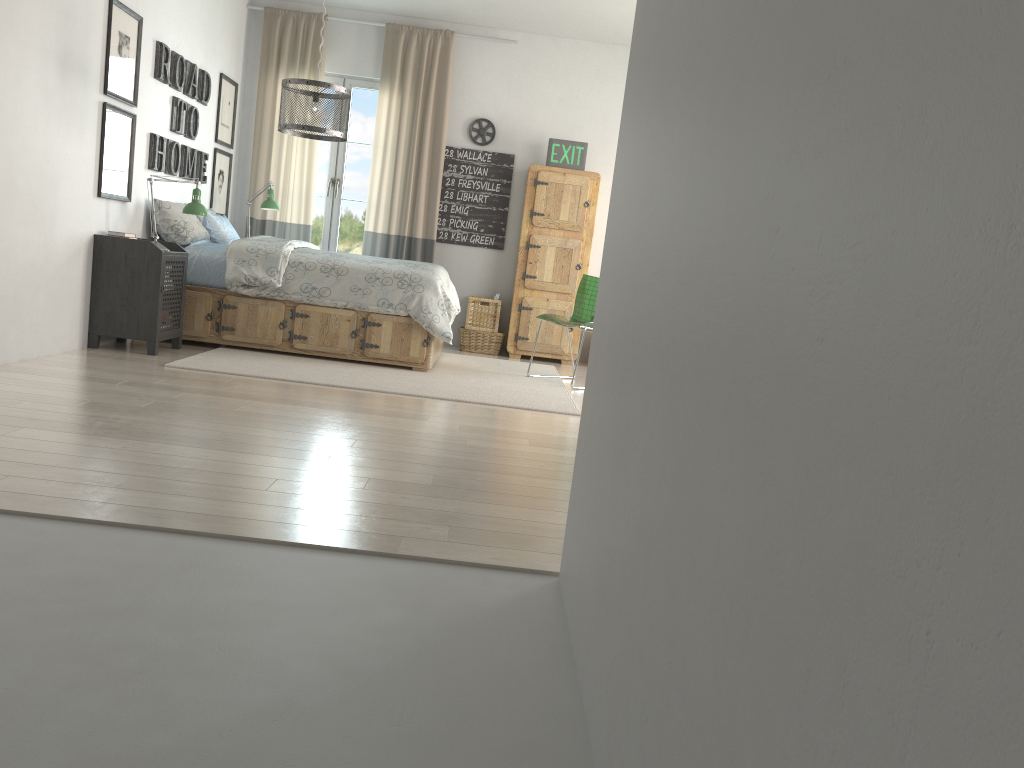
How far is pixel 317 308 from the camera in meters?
5.6 m

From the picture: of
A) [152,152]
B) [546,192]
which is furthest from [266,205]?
[546,192]

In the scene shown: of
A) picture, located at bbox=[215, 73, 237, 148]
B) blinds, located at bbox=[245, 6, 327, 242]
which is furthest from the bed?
picture, located at bbox=[215, 73, 237, 148]

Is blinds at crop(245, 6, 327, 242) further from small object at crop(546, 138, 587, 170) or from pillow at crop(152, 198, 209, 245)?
small object at crop(546, 138, 587, 170)

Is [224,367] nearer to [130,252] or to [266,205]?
[130,252]

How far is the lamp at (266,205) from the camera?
6.8 meters

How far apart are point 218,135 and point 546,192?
2.6m

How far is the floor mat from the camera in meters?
4.9

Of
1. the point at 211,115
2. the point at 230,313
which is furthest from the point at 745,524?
the point at 211,115

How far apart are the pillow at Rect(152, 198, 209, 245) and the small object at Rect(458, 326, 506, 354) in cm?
222
